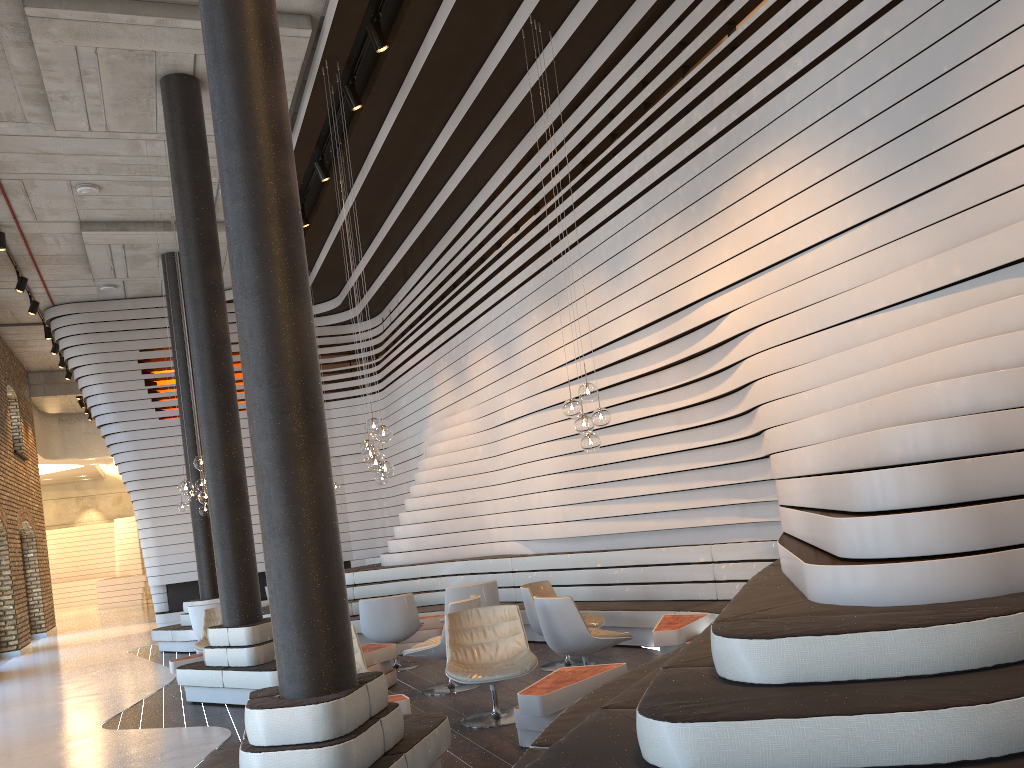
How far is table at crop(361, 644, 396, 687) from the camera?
7.6 meters

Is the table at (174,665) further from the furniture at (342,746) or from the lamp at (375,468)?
the furniture at (342,746)

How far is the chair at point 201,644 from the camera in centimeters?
982cm

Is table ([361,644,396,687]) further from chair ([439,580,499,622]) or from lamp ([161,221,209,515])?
lamp ([161,221,209,515])

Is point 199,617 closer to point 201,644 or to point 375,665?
point 201,644

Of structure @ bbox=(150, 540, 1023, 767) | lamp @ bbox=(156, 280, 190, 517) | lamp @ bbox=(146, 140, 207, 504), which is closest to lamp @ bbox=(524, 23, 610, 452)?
structure @ bbox=(150, 540, 1023, 767)

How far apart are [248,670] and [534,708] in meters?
3.6 m

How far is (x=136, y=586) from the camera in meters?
26.8

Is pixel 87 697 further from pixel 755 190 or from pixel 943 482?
pixel 943 482

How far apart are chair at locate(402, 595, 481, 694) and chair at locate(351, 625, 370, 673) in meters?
0.9 m
